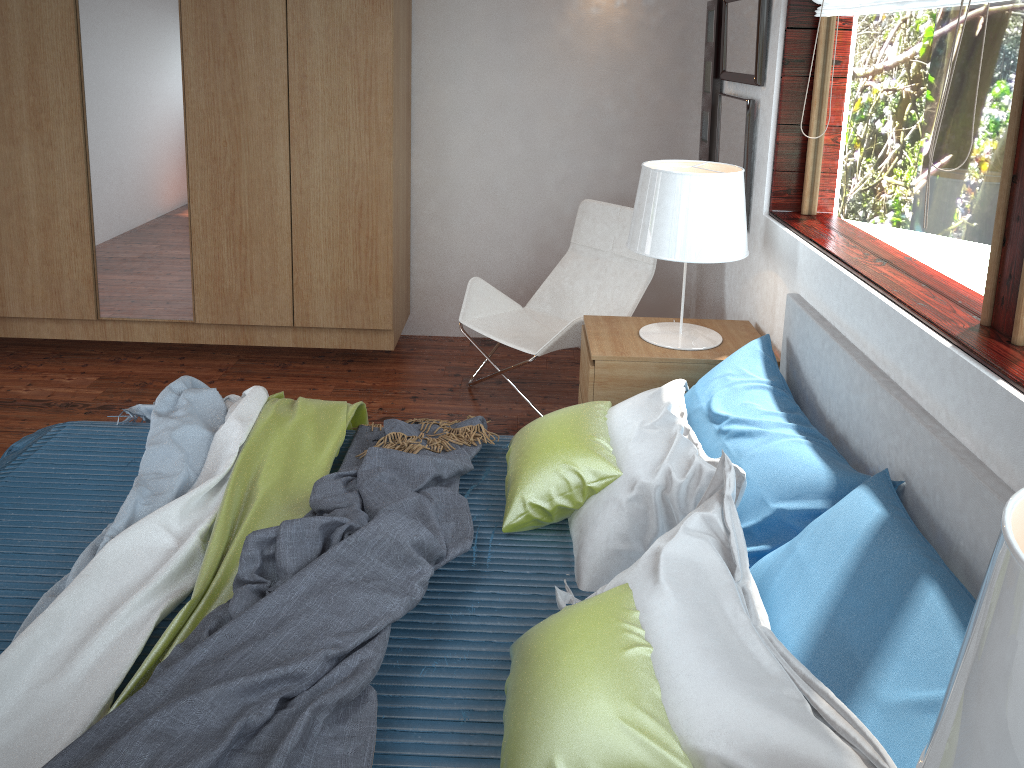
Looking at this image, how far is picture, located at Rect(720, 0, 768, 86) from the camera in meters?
3.0 m

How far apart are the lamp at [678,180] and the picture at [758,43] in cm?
38

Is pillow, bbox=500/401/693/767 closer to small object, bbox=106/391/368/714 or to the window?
small object, bbox=106/391/368/714

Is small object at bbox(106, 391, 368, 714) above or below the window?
below

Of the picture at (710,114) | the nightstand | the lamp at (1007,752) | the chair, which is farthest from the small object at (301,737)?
the picture at (710,114)

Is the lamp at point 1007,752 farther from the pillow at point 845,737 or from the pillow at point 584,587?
the pillow at point 584,587

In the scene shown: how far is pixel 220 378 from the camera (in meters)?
3.90

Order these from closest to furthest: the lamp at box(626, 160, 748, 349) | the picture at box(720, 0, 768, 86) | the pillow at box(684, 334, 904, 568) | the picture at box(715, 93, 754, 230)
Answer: the pillow at box(684, 334, 904, 568), the lamp at box(626, 160, 748, 349), the picture at box(720, 0, 768, 86), the picture at box(715, 93, 754, 230)

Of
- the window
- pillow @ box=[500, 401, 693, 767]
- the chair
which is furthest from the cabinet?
the window

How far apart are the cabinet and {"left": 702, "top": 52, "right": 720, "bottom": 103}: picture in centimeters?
131cm
